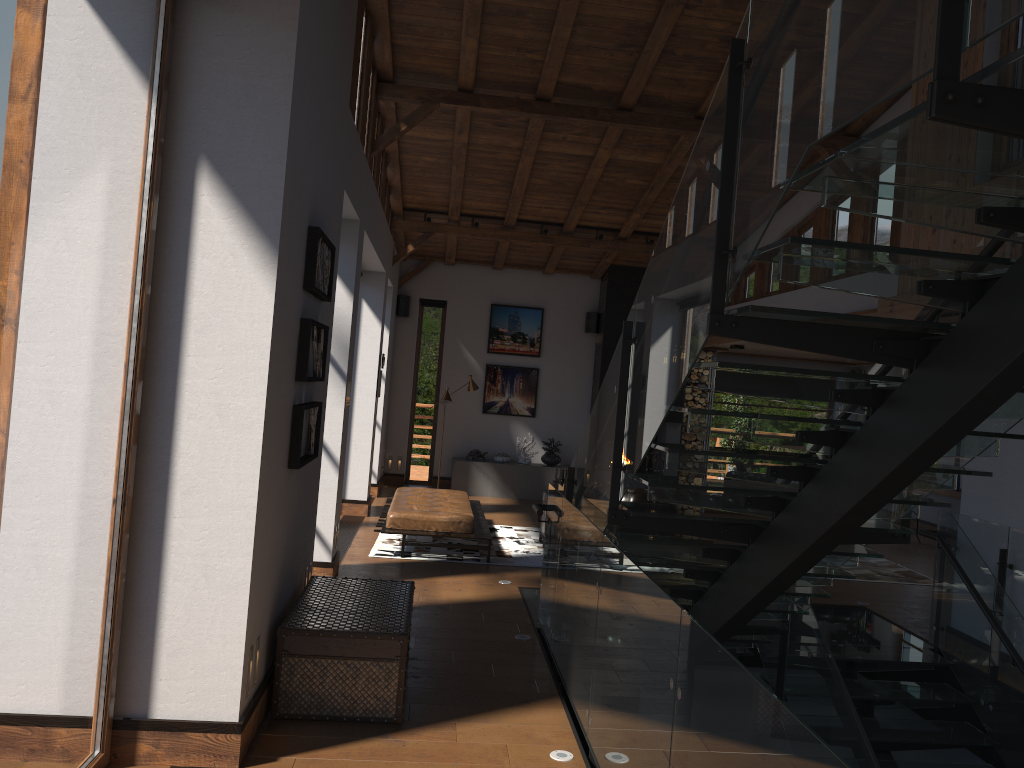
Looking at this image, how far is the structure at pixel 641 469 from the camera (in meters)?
14.34

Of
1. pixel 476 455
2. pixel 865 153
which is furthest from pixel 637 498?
pixel 865 153

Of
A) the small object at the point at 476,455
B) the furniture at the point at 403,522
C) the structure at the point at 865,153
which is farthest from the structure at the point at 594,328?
the structure at the point at 865,153

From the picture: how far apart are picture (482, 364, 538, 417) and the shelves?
6.3m

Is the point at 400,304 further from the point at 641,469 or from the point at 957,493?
the point at 957,493

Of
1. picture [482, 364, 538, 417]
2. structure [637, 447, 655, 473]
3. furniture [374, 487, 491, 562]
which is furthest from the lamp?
structure [637, 447, 655, 473]

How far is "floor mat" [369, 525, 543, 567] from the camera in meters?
9.0

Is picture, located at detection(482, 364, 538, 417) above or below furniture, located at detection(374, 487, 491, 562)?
above

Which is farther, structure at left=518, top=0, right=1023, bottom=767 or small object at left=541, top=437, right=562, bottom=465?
small object at left=541, top=437, right=562, bottom=465

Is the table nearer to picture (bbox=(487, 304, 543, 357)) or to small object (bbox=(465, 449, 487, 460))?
small object (bbox=(465, 449, 487, 460))
